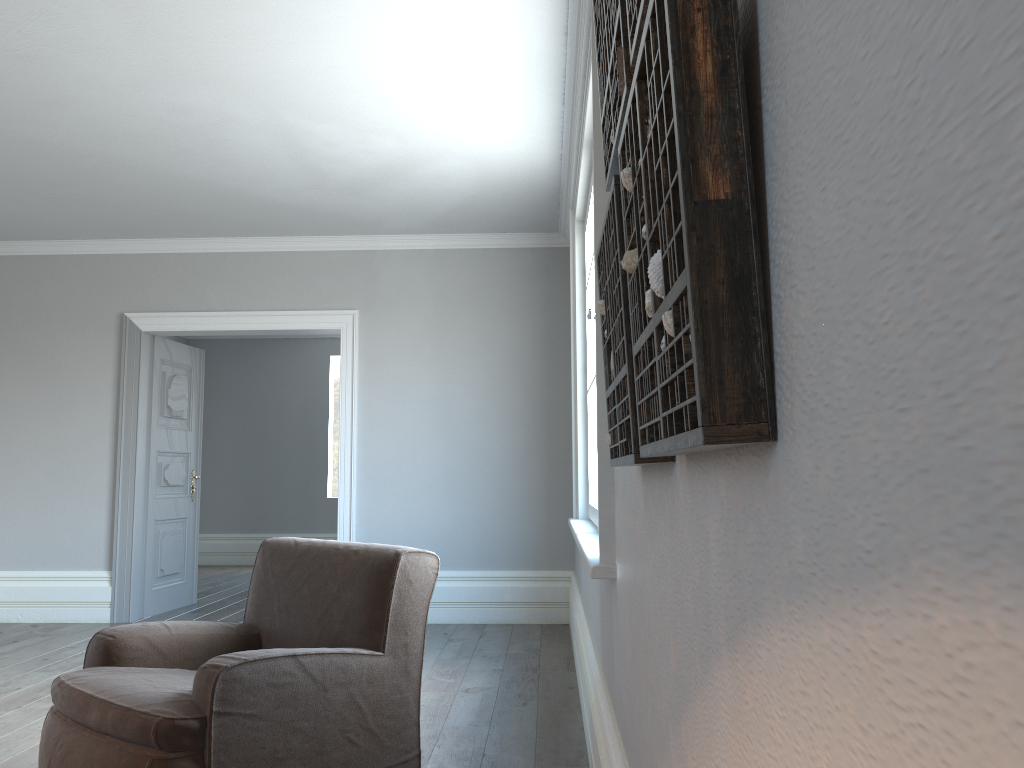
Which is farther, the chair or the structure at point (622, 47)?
the chair

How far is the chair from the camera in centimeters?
221cm

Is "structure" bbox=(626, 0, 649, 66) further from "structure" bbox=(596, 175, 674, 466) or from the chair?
the chair

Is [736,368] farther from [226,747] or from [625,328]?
[226,747]

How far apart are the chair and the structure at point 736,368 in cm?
156

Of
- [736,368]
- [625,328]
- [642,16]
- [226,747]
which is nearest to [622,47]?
[642,16]

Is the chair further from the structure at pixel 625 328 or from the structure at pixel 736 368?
Result: the structure at pixel 736 368

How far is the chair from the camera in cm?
221

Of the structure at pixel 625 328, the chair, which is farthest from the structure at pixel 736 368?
the chair

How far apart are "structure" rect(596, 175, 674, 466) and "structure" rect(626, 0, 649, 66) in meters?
0.2
